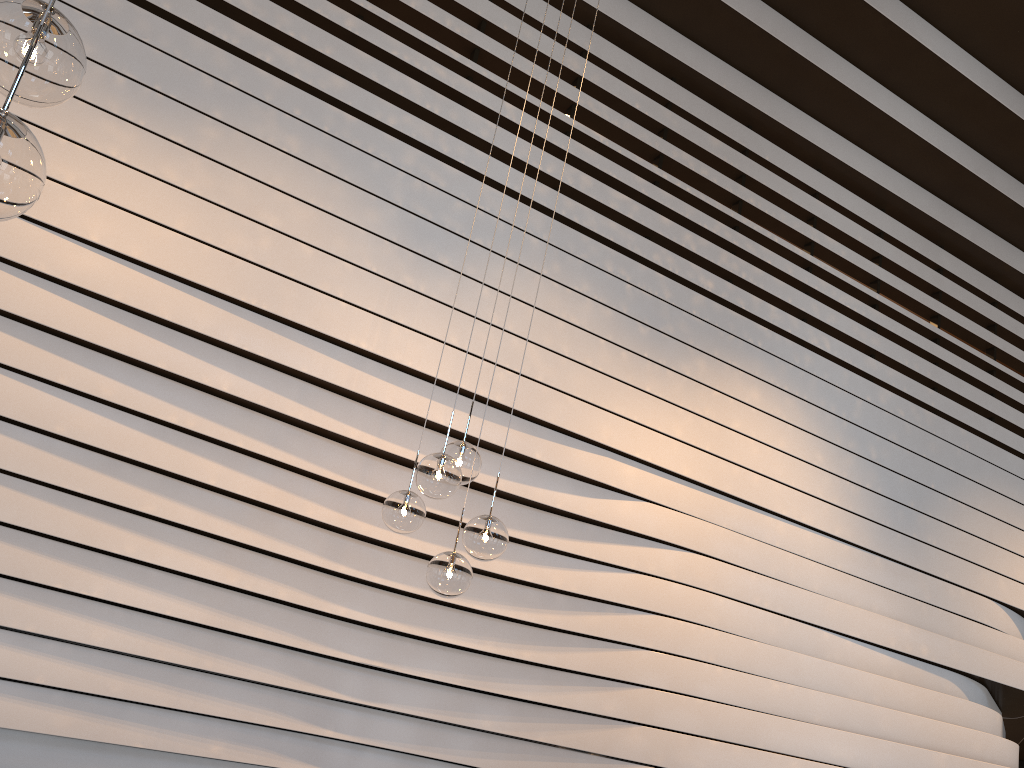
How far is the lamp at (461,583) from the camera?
3.06m

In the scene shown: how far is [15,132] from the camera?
1.3m

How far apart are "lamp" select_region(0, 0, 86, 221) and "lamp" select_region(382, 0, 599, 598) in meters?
1.8

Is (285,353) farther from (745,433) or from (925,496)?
(925,496)

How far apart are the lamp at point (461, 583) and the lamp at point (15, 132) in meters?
1.8

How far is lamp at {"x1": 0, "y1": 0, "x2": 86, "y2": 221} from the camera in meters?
1.3 m

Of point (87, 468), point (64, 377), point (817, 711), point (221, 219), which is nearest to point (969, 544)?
point (817, 711)

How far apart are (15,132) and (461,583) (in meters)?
2.14

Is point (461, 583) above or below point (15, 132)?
below

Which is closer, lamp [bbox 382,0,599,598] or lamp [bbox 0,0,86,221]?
lamp [bbox 0,0,86,221]
